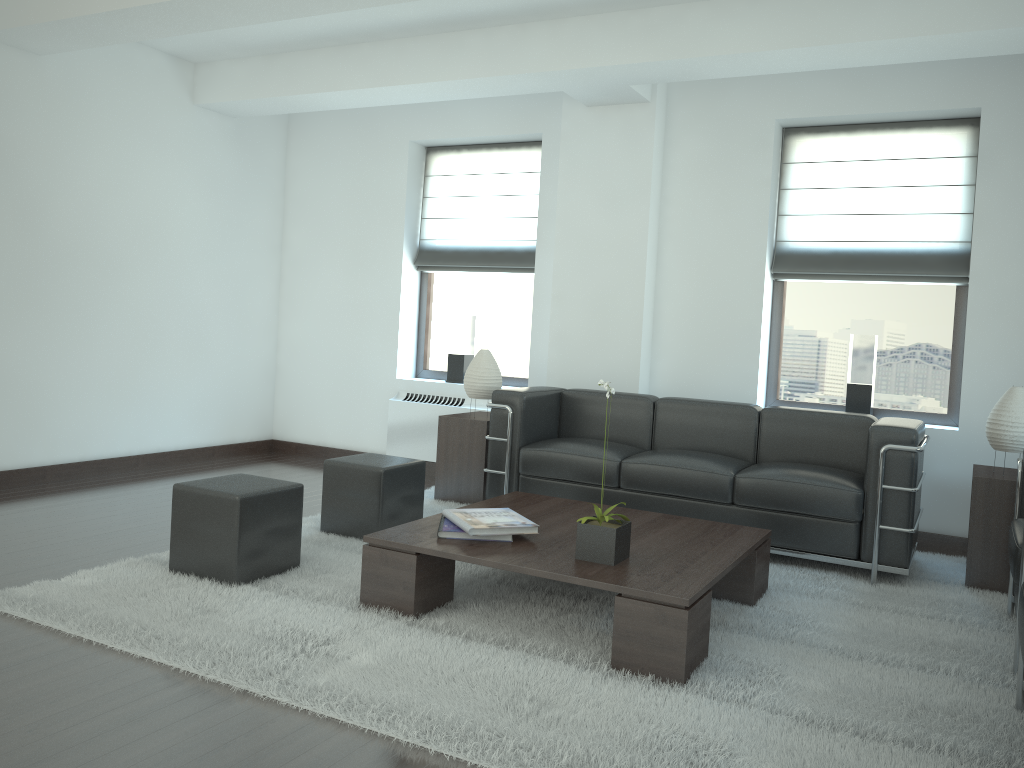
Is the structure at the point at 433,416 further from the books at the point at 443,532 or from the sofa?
the books at the point at 443,532

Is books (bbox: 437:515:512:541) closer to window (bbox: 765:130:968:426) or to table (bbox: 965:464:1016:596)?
table (bbox: 965:464:1016:596)

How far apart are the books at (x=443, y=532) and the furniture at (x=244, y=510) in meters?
1.0

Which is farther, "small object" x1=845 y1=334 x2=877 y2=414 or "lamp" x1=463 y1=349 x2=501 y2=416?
"lamp" x1=463 y1=349 x2=501 y2=416

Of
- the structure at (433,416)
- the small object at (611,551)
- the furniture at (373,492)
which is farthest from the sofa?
the small object at (611,551)

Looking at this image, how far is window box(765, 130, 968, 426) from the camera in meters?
8.0 m

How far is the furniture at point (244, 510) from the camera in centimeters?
540cm

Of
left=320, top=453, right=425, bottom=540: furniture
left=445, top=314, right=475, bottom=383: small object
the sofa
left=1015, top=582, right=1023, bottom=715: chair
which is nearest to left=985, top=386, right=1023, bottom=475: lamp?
the sofa

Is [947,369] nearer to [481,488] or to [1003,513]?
[1003,513]

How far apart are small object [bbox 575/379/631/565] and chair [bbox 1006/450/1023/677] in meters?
2.1
